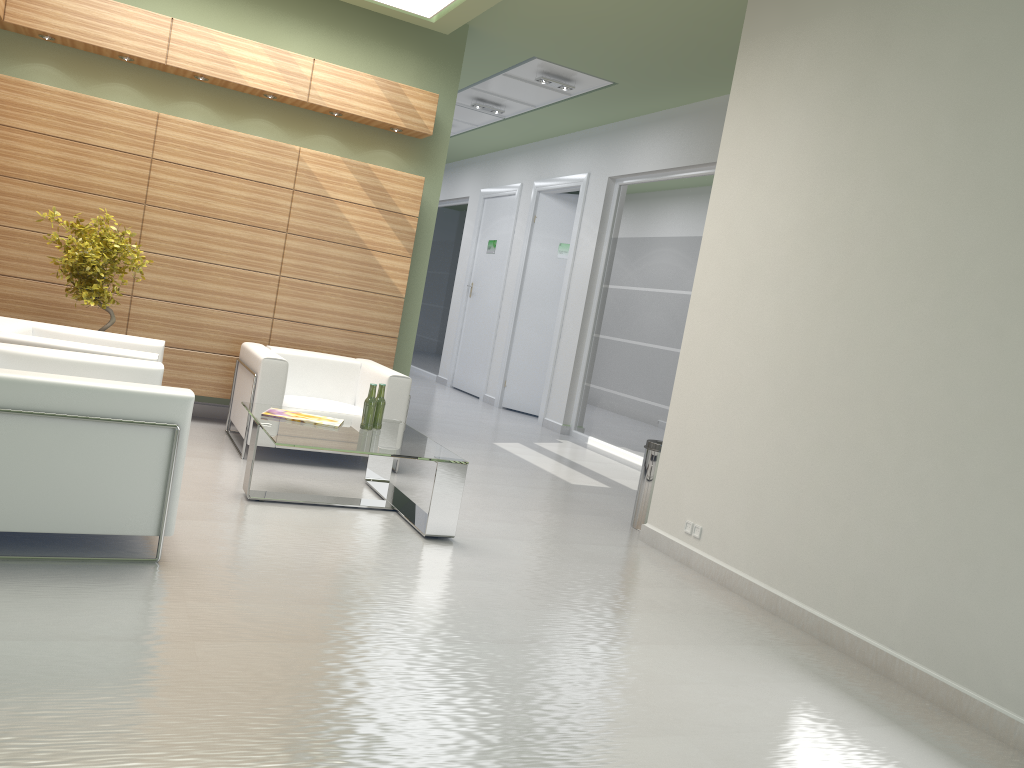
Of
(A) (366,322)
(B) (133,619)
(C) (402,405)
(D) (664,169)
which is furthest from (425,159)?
(B) (133,619)

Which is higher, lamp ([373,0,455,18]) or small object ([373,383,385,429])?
lamp ([373,0,455,18])

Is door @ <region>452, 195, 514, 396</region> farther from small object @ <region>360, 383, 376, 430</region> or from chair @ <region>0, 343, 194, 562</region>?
chair @ <region>0, 343, 194, 562</region>

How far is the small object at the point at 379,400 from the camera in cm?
914

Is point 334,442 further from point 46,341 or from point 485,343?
point 485,343

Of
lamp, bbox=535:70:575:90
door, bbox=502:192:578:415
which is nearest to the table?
lamp, bbox=535:70:575:90

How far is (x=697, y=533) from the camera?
8.9 meters

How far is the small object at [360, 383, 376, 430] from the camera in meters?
9.0 m

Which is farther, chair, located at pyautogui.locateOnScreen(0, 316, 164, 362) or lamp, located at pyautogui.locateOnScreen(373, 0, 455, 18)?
lamp, located at pyautogui.locateOnScreen(373, 0, 455, 18)

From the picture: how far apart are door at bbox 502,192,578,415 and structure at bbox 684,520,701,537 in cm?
1139
